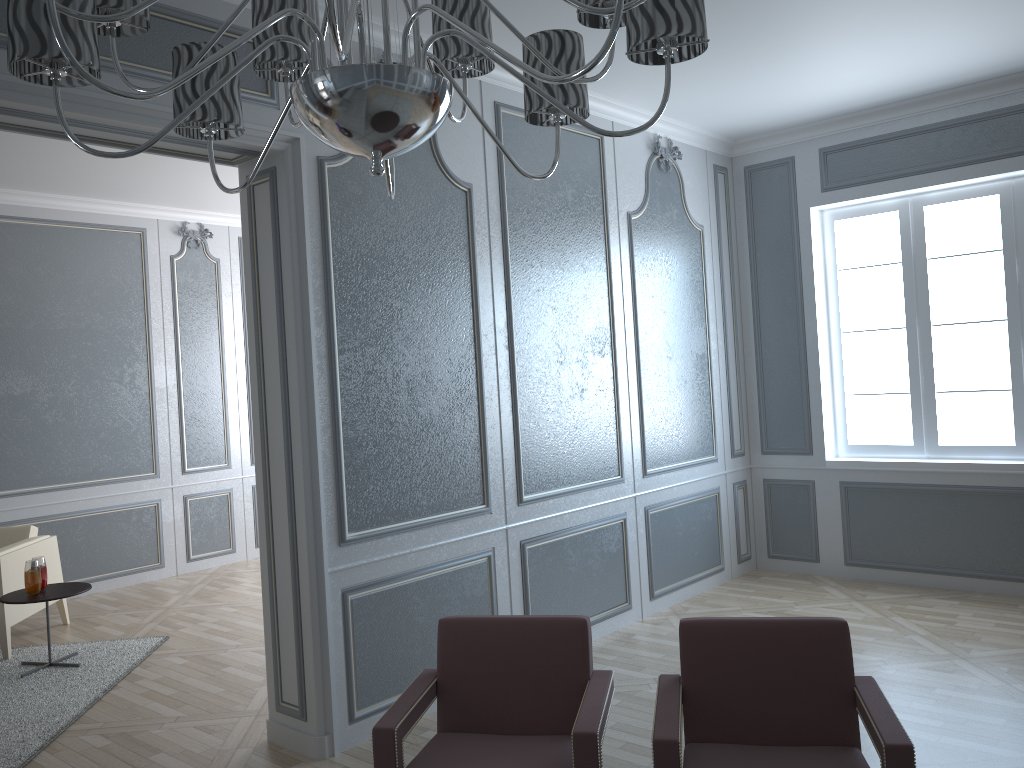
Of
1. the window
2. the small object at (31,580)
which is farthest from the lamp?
the window

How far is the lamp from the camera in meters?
1.2 m

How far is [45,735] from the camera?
3.5m

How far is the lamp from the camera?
1.2 meters

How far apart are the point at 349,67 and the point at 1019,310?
4.72m

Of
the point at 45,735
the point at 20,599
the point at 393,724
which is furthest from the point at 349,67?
the point at 20,599

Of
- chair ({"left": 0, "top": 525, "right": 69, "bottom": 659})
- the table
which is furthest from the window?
chair ({"left": 0, "top": 525, "right": 69, "bottom": 659})

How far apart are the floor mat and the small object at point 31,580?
0.40m

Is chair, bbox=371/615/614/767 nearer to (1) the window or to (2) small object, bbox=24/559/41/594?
(2) small object, bbox=24/559/41/594

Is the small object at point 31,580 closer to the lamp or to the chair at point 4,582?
the chair at point 4,582
